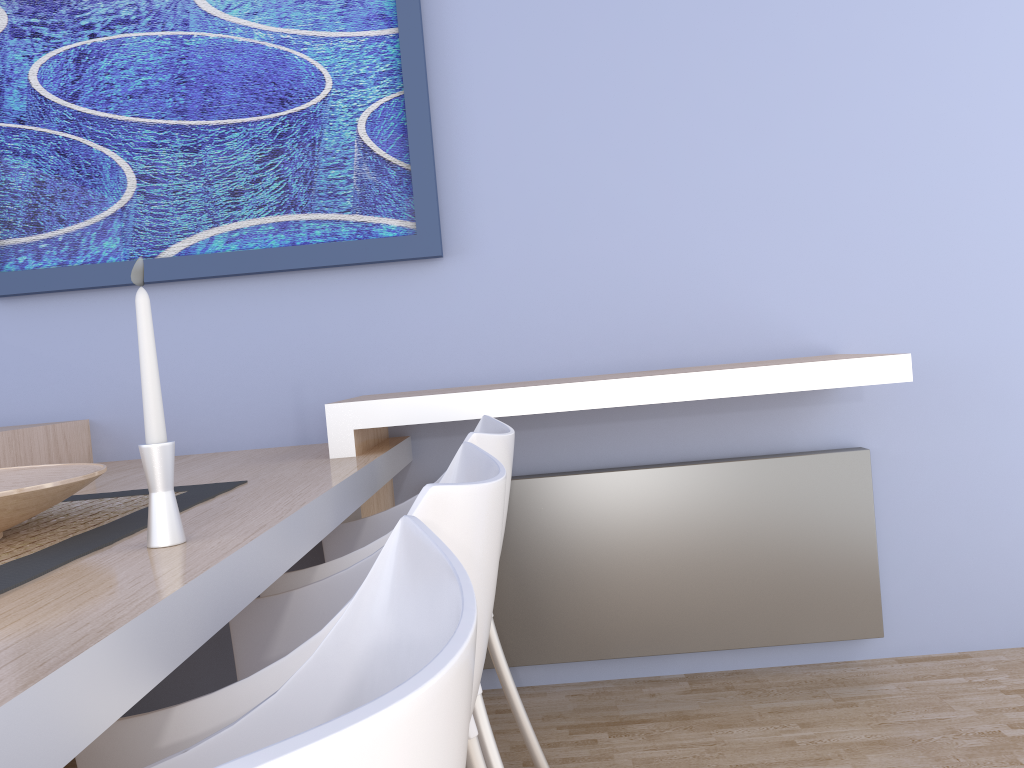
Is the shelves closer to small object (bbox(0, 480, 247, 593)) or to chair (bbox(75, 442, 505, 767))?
small object (bbox(0, 480, 247, 593))

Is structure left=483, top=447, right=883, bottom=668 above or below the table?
below

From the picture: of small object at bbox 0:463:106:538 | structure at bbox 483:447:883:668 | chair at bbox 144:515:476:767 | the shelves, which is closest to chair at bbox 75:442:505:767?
chair at bbox 144:515:476:767

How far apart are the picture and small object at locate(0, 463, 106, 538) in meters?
1.0

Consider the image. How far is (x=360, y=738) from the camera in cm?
32

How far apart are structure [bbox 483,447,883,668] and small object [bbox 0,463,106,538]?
1.2 meters

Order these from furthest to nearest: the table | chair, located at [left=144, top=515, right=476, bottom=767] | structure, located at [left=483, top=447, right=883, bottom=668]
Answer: structure, located at [left=483, top=447, right=883, bottom=668], the table, chair, located at [left=144, top=515, right=476, bottom=767]

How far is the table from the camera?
0.6m

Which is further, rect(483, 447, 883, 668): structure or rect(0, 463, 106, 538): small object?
rect(483, 447, 883, 668): structure

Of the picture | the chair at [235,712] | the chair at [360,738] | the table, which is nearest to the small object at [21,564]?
the table
